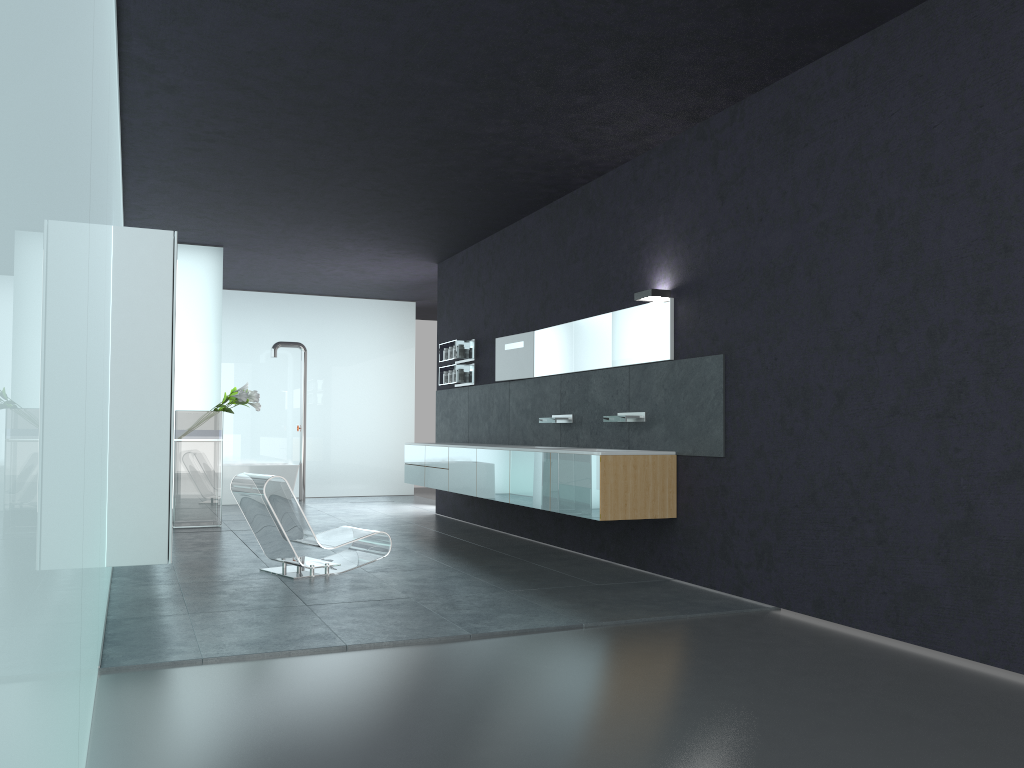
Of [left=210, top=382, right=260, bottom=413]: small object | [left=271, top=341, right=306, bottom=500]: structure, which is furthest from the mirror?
[left=271, top=341, right=306, bottom=500]: structure

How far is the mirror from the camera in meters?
7.8

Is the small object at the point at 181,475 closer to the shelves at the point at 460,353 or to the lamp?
the shelves at the point at 460,353

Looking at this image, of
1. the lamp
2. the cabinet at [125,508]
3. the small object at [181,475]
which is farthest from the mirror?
the cabinet at [125,508]

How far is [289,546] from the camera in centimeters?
738cm

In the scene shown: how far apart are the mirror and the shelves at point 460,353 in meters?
1.2

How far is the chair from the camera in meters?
7.4

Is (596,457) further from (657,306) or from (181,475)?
(181,475)

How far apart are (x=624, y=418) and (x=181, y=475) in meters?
6.2

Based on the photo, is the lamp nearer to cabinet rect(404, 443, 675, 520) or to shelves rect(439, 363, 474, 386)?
cabinet rect(404, 443, 675, 520)
